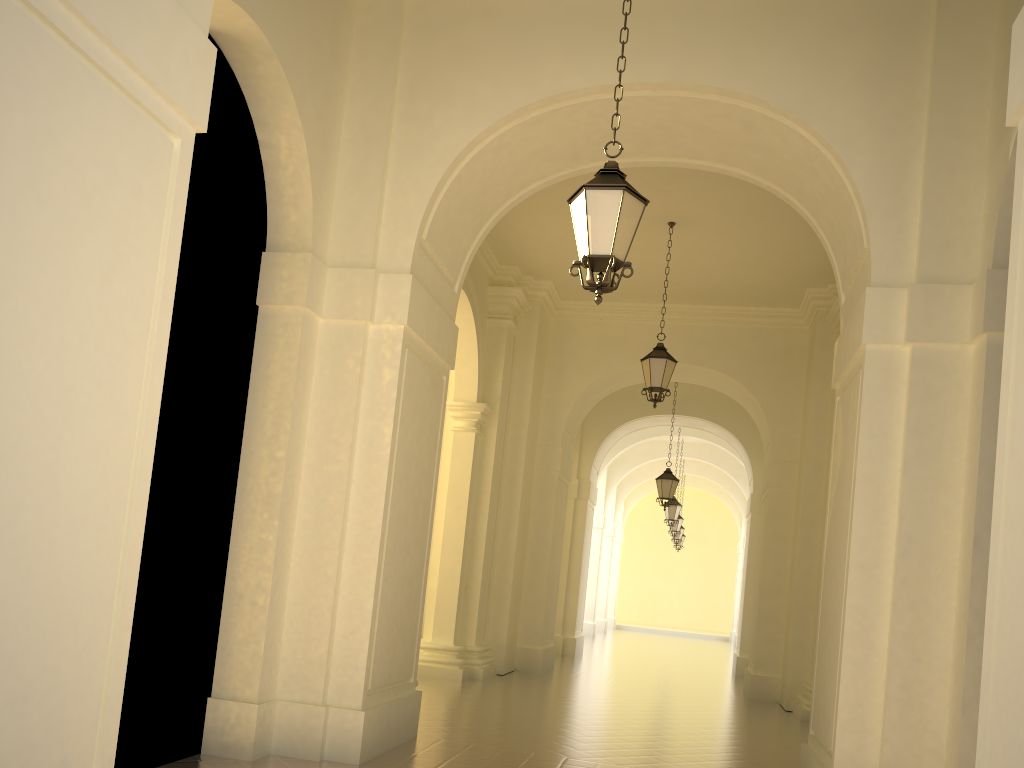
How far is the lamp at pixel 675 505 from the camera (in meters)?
22.51

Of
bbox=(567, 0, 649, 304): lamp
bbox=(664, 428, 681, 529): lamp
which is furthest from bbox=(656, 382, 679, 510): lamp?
bbox=(567, 0, 649, 304): lamp

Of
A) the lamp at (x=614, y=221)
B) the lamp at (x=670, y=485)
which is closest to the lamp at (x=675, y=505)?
the lamp at (x=670, y=485)

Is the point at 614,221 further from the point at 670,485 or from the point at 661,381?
the point at 670,485

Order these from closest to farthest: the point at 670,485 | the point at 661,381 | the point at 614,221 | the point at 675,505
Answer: the point at 614,221, the point at 661,381, the point at 670,485, the point at 675,505

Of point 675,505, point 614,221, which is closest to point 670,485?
point 675,505

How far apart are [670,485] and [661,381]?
6.4m

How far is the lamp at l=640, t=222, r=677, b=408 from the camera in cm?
1173

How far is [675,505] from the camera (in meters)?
22.51

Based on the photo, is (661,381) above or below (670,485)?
above
